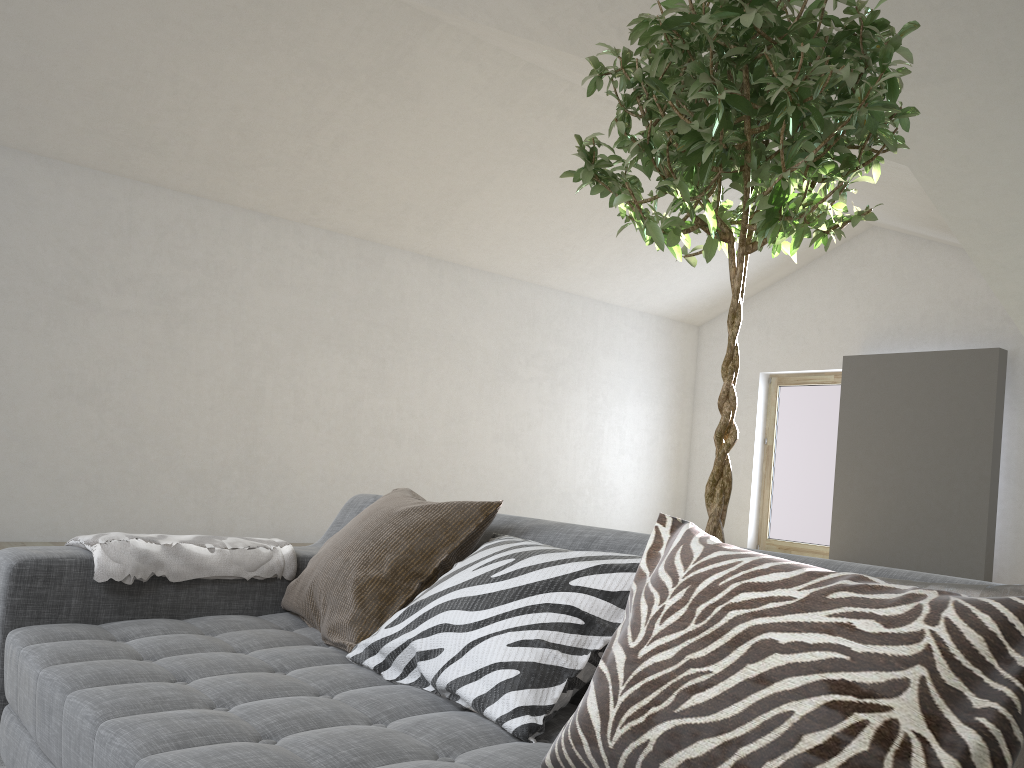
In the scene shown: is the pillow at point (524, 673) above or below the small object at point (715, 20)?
below

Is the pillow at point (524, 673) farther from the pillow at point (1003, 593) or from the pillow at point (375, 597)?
the pillow at point (1003, 593)

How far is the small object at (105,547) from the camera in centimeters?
185cm

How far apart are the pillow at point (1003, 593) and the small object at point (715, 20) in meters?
0.9 m

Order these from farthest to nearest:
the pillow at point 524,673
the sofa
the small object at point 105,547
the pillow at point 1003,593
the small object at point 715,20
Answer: the small object at point 105,547, the small object at point 715,20, the pillow at point 524,673, the sofa, the pillow at point 1003,593

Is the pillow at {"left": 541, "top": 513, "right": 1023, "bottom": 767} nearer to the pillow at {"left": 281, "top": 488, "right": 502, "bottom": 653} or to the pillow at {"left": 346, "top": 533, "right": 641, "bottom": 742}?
the pillow at {"left": 346, "top": 533, "right": 641, "bottom": 742}

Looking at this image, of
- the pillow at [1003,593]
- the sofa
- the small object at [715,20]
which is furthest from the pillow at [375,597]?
the pillow at [1003,593]

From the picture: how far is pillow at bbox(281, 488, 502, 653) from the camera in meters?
1.8

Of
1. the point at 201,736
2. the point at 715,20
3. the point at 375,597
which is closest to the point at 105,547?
the point at 375,597

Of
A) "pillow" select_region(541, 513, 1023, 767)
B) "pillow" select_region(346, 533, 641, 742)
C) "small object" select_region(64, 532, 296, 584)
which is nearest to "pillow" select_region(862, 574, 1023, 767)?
"pillow" select_region(541, 513, 1023, 767)
